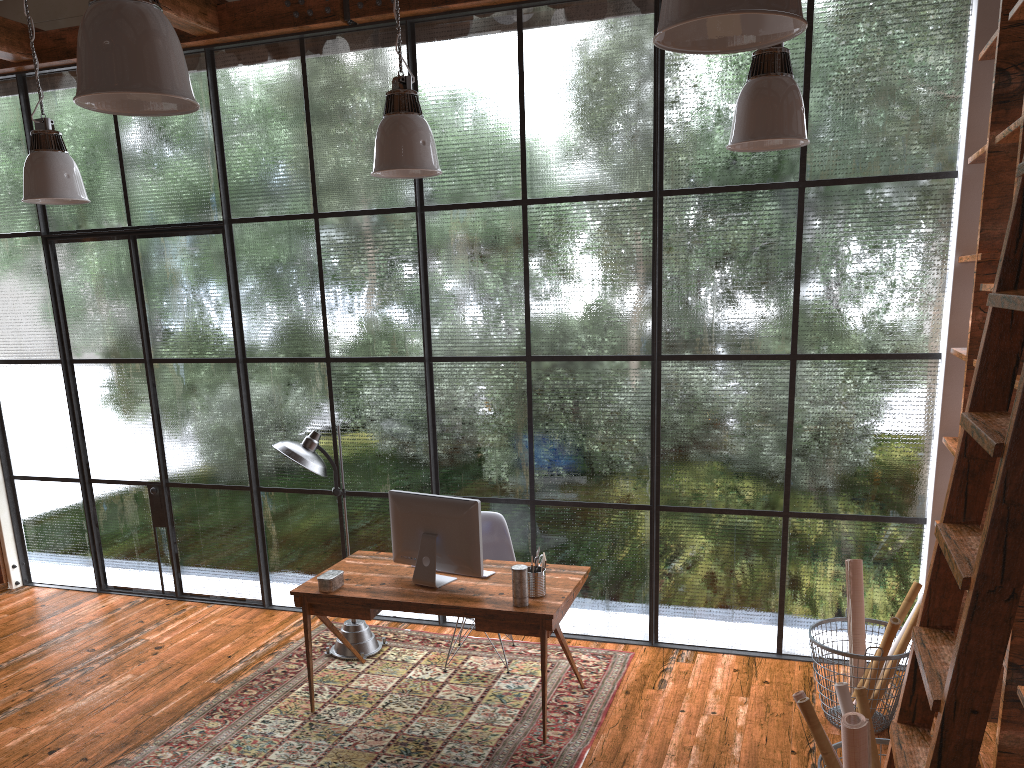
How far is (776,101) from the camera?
3.1m

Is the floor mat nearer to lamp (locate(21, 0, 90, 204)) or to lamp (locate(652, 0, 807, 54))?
lamp (locate(21, 0, 90, 204))

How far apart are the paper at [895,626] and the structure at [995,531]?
1.8m

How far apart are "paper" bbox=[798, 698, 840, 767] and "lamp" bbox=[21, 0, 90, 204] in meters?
3.8 m

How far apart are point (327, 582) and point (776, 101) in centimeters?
294cm

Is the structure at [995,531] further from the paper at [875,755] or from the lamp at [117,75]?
the lamp at [117,75]

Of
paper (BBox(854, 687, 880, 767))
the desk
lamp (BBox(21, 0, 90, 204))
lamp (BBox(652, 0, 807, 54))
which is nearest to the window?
the desk

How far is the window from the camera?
4.61m

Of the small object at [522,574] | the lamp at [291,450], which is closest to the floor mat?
the lamp at [291,450]

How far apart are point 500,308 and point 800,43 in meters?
2.2 m
